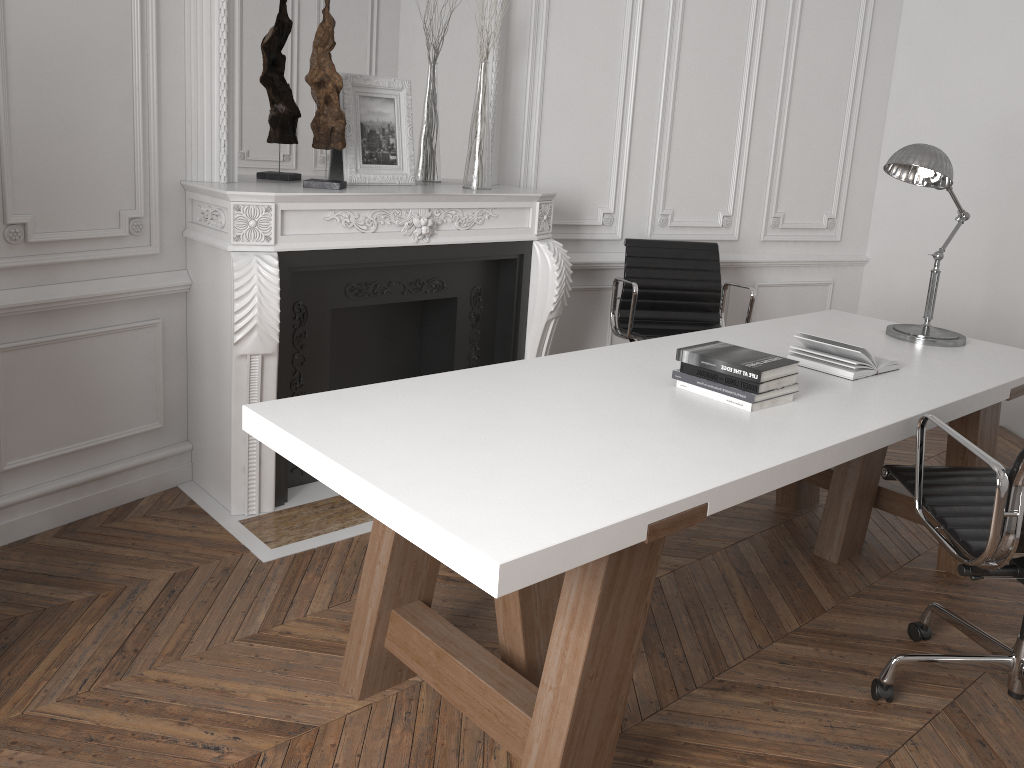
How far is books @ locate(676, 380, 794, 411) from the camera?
2.23m

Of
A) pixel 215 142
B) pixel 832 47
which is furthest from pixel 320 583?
pixel 832 47

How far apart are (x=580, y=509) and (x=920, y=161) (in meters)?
2.00

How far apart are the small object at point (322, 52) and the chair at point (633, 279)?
1.37m

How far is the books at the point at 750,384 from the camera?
2.2m

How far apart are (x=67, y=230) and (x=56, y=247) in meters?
0.1

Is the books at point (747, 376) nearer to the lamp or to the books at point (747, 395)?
the books at point (747, 395)

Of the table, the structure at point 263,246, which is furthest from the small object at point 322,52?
the table

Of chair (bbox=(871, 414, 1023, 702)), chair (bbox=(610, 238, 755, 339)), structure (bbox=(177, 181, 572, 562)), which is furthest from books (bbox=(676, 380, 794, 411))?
chair (bbox=(610, 238, 755, 339))

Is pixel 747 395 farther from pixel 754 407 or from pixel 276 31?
pixel 276 31
